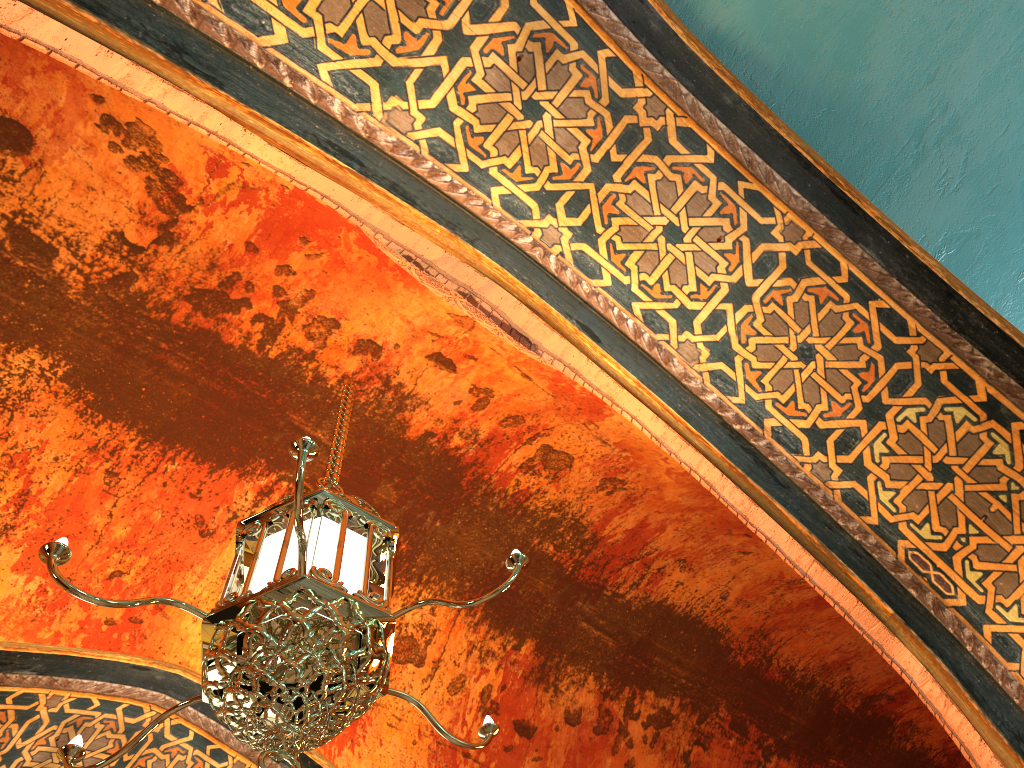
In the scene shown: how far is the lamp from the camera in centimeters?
216cm

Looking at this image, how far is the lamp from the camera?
2.16m

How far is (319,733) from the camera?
2.16m
